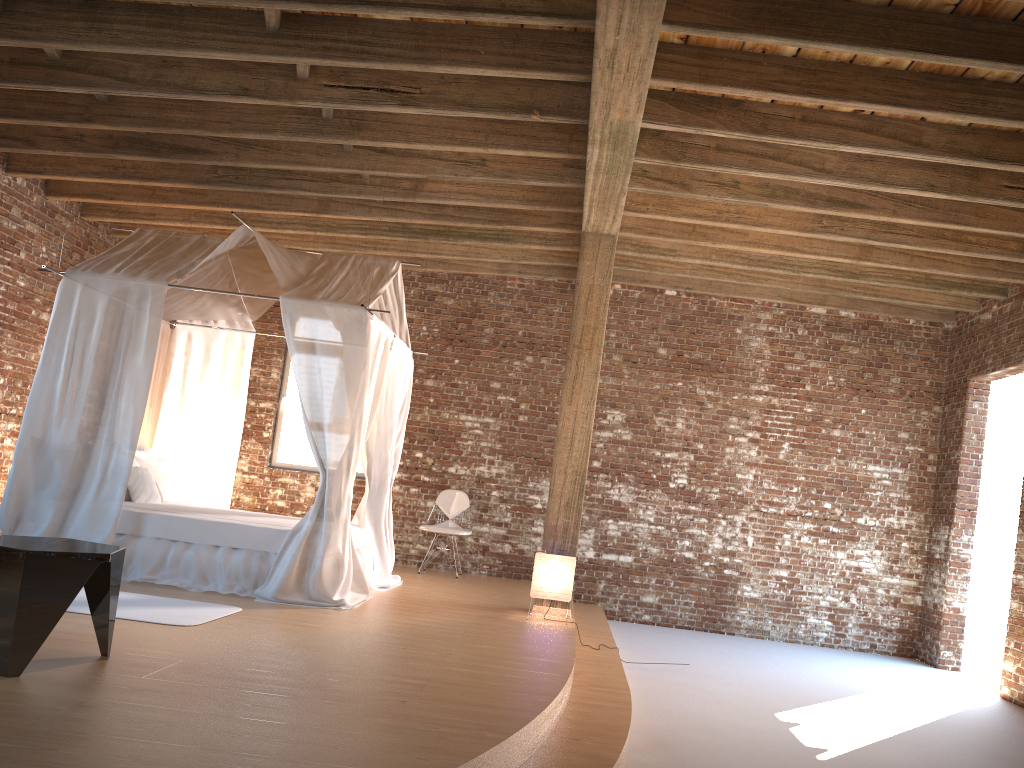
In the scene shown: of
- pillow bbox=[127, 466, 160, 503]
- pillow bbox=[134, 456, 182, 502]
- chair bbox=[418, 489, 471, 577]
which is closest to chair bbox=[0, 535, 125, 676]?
pillow bbox=[127, 466, 160, 503]

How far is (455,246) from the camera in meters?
9.4

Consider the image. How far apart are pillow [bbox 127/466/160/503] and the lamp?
3.1m

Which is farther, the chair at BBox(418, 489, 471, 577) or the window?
the window

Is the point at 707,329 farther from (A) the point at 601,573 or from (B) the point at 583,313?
(B) the point at 583,313

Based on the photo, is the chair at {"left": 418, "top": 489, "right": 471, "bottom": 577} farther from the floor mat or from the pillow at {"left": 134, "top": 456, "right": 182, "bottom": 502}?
the floor mat

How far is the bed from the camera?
6.2m

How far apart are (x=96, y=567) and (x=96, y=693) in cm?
53

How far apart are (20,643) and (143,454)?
4.7 meters

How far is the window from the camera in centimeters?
993cm
